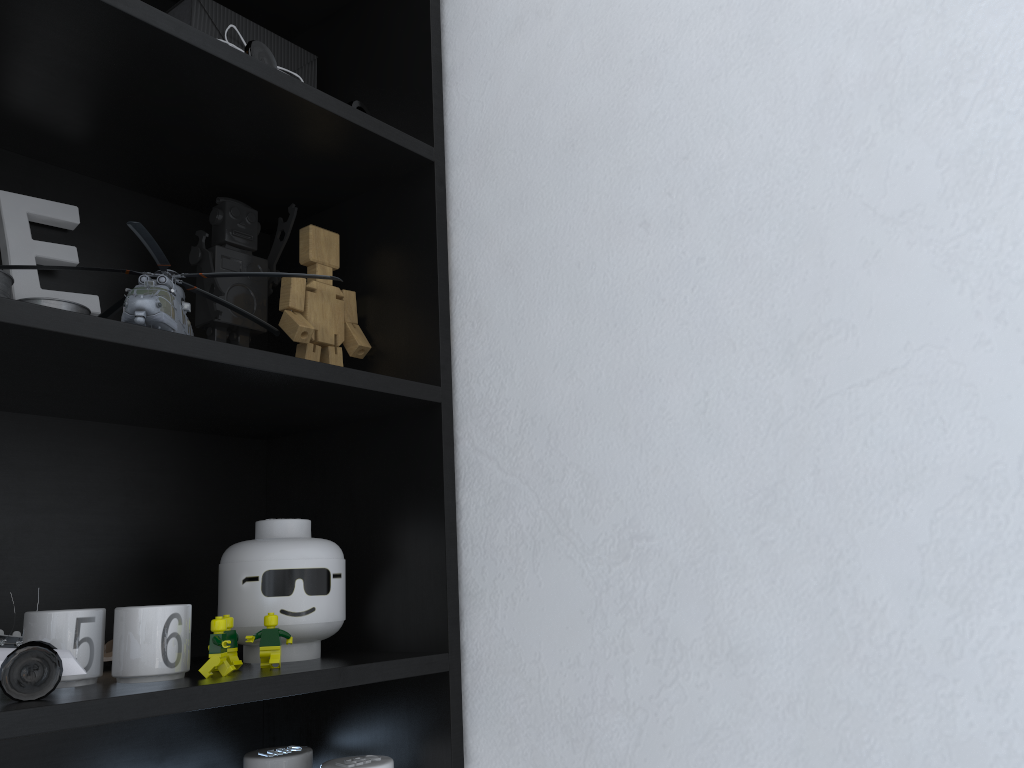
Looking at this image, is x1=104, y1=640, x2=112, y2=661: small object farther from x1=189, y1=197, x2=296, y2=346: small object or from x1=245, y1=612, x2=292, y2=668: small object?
x1=189, y1=197, x2=296, y2=346: small object

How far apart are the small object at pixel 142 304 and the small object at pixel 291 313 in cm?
2

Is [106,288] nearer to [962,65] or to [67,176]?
[67,176]

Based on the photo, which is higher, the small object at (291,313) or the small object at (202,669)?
the small object at (291,313)

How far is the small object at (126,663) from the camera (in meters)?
0.79

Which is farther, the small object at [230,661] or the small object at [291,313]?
the small object at [291,313]

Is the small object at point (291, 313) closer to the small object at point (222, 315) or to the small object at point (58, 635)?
the small object at point (222, 315)

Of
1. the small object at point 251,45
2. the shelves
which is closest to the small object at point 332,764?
the shelves

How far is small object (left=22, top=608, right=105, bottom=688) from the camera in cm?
78

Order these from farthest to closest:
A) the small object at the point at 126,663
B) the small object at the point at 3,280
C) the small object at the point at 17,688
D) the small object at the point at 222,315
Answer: the small object at the point at 222,315 < the small object at the point at 3,280 < the small object at the point at 126,663 < the small object at the point at 17,688
